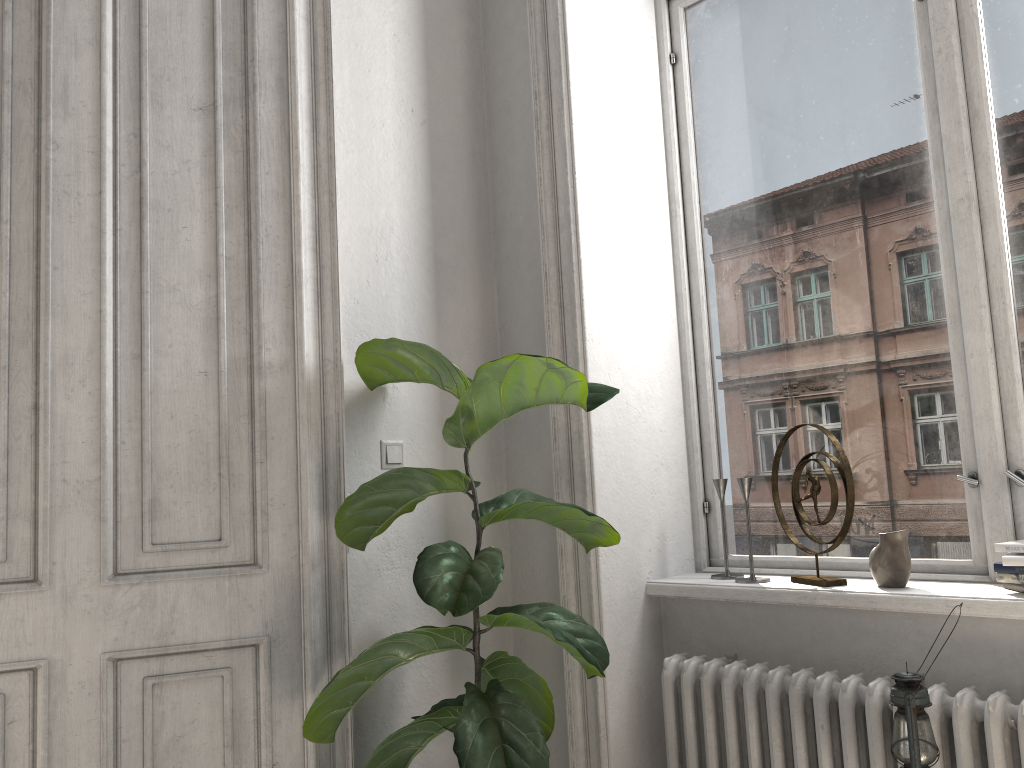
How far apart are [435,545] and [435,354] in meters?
0.5

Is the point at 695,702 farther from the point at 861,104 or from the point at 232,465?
the point at 861,104

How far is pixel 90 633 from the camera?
2.1 meters

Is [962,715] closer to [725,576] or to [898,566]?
[898,566]

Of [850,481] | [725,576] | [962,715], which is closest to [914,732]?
[962,715]

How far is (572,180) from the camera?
2.61m

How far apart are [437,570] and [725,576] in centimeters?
102cm

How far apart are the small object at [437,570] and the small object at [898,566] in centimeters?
64cm

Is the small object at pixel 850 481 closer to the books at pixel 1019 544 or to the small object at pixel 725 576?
the small object at pixel 725 576

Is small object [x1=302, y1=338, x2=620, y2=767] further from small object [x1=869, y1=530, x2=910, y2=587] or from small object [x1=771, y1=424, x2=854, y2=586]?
small object [x1=869, y1=530, x2=910, y2=587]
